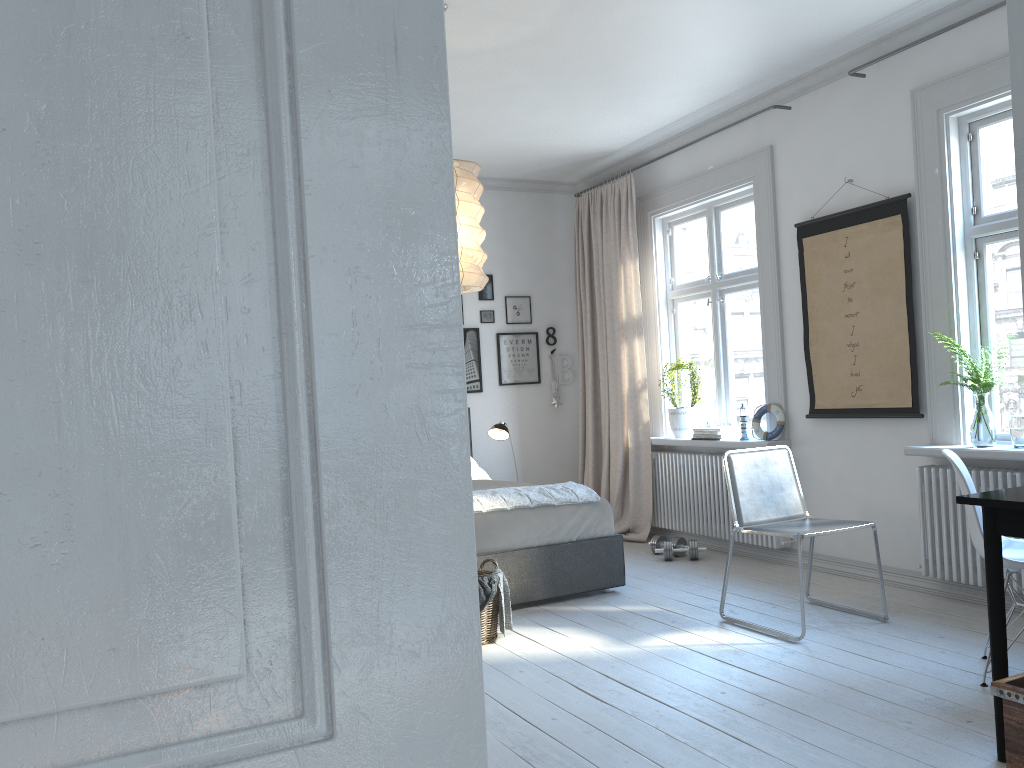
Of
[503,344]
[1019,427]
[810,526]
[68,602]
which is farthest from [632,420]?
[68,602]

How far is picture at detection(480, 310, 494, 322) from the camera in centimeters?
696cm

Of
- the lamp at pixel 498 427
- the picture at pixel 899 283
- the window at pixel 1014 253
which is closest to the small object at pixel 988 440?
the window at pixel 1014 253

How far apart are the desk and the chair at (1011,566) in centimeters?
53cm

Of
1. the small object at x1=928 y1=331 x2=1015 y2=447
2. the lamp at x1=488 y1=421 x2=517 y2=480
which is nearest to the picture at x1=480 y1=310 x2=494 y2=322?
the lamp at x1=488 y1=421 x2=517 y2=480

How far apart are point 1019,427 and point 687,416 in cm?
244

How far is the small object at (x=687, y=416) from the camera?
6.16m

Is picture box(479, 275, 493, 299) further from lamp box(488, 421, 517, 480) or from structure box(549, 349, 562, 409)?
lamp box(488, 421, 517, 480)

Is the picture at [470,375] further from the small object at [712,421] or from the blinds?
the small object at [712,421]

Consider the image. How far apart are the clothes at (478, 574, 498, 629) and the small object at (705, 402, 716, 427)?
2.43m
